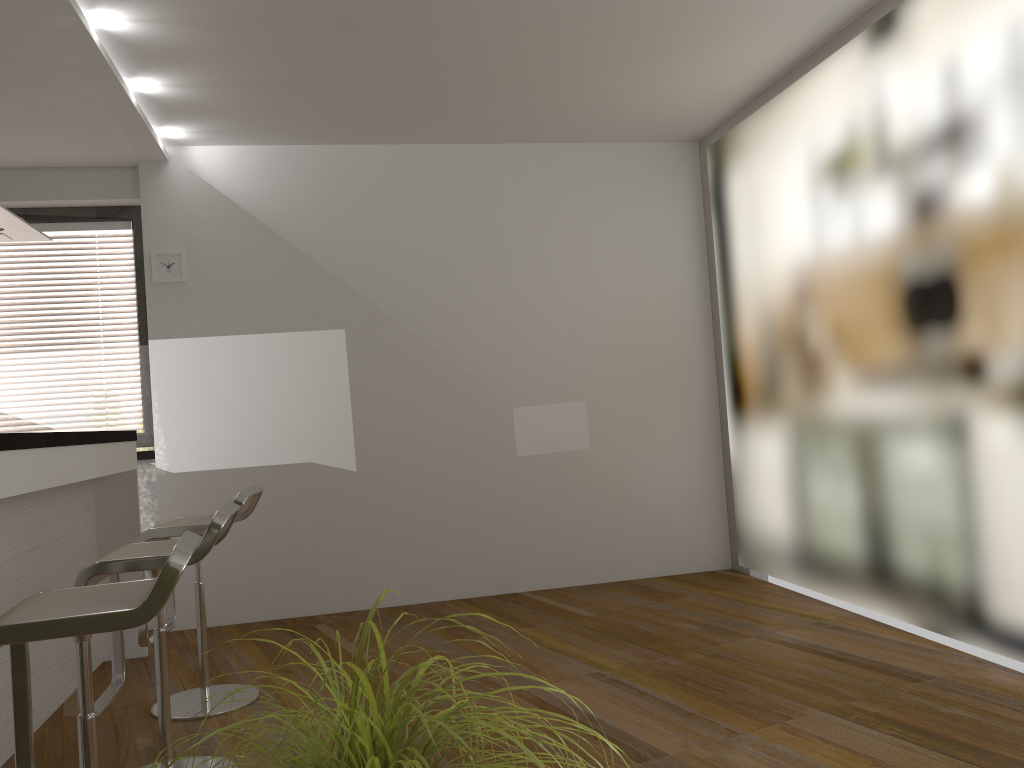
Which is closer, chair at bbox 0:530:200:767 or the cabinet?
chair at bbox 0:530:200:767

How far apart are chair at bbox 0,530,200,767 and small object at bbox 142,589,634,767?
A: 0.86m

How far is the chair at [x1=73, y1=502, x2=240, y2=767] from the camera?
2.58m

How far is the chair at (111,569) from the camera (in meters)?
2.58

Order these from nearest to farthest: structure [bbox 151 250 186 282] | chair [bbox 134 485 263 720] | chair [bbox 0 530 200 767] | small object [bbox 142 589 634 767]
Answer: small object [bbox 142 589 634 767] → chair [bbox 0 530 200 767] → chair [bbox 134 485 263 720] → structure [bbox 151 250 186 282]

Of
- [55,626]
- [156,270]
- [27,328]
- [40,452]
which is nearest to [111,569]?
[40,452]

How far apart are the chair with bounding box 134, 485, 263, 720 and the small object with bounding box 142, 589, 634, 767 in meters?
2.5 m

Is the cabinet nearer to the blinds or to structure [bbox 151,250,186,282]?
the blinds

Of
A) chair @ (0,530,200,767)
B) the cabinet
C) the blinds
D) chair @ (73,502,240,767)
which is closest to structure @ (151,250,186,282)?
the blinds

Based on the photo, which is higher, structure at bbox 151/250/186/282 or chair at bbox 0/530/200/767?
structure at bbox 151/250/186/282
